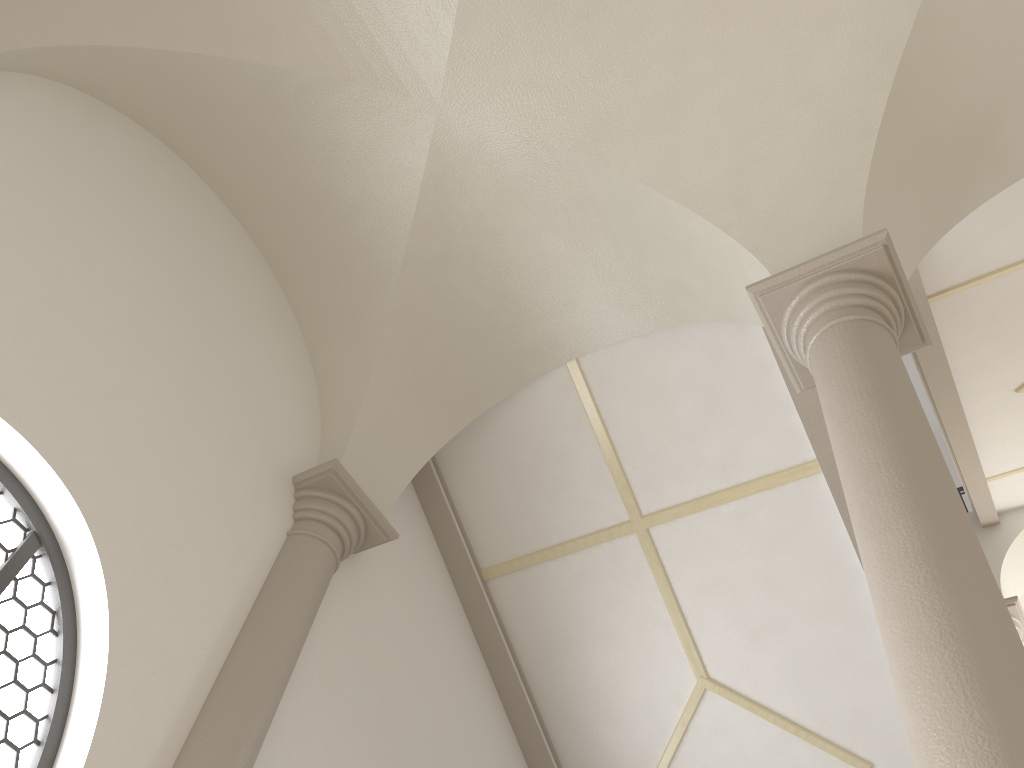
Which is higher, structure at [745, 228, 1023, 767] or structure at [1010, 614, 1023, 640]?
structure at [1010, 614, 1023, 640]

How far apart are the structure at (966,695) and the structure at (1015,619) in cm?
665

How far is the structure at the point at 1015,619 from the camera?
9.44m

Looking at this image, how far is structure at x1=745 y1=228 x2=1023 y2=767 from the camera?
2.4 meters

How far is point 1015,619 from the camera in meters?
9.4

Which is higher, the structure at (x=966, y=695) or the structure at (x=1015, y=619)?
the structure at (x=1015, y=619)

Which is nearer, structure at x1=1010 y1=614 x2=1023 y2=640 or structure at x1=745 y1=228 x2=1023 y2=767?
structure at x1=745 y1=228 x2=1023 y2=767

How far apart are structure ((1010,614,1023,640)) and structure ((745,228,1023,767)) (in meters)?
6.65

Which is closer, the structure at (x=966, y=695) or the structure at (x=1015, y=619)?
the structure at (x=966, y=695)
